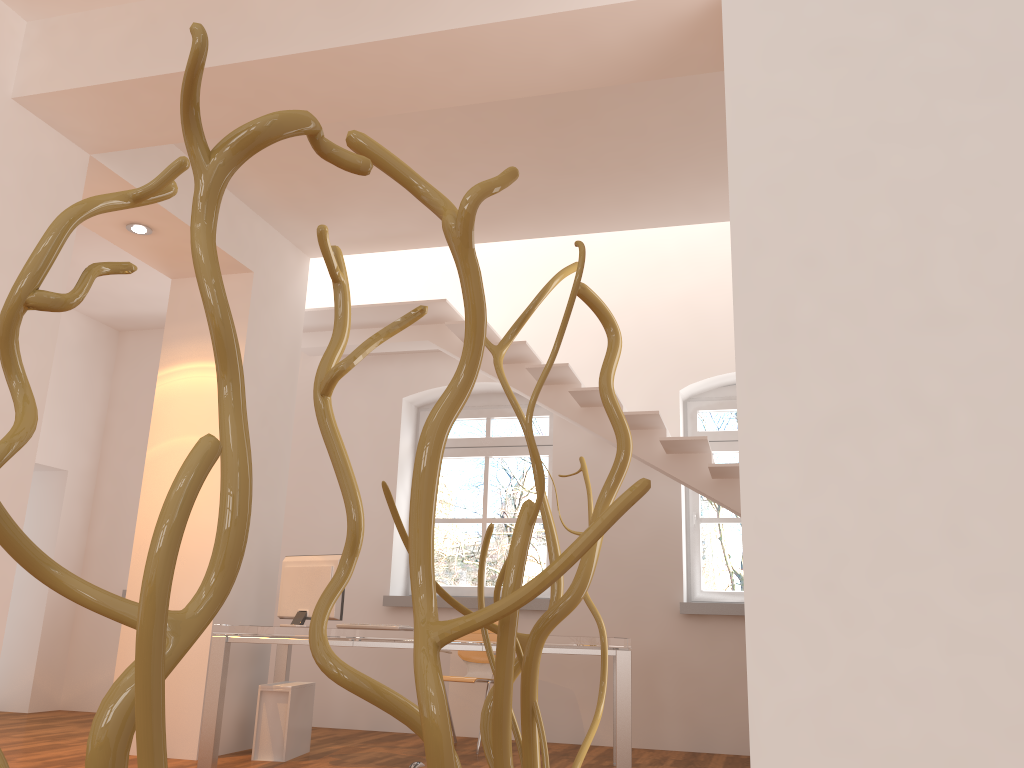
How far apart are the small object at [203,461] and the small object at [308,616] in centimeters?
451cm

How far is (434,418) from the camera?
0.57m

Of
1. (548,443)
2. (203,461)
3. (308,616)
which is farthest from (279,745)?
(203,461)

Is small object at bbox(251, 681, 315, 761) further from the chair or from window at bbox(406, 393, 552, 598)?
window at bbox(406, 393, 552, 598)

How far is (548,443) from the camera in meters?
7.3 m

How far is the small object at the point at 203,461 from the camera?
0.4 meters

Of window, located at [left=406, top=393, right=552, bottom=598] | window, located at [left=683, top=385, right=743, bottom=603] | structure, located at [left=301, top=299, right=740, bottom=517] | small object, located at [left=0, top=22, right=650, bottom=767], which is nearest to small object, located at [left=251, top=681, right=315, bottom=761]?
window, located at [left=406, top=393, right=552, bottom=598]

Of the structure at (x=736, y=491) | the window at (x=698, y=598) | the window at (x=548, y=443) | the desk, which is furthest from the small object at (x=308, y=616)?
the window at (x=698, y=598)

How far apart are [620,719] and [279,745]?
2.05m

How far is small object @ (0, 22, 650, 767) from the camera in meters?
0.4
